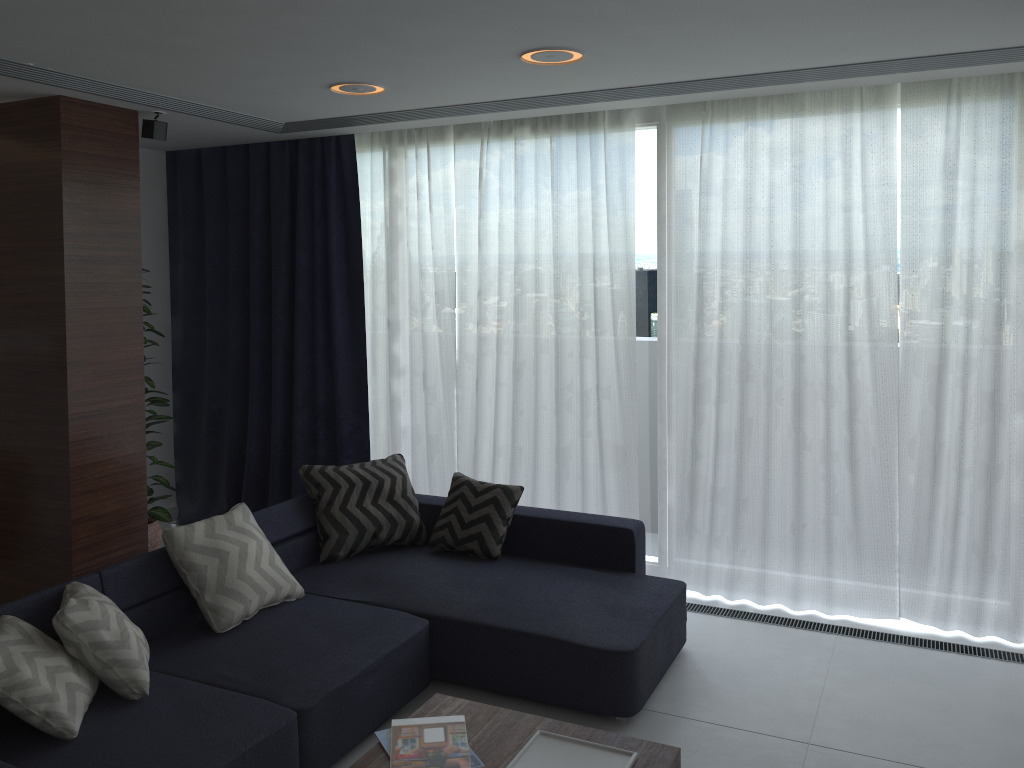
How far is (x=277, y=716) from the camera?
2.9m

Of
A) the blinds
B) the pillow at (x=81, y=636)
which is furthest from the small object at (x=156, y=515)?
the pillow at (x=81, y=636)

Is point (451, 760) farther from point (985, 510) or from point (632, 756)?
point (985, 510)

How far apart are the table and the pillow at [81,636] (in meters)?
0.88

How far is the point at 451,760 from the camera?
2.51m

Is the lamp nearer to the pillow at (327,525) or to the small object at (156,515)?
the pillow at (327,525)

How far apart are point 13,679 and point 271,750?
0.8m

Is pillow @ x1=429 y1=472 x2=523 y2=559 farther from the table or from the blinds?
the table

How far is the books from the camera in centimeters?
251cm

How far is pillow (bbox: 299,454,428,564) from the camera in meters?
4.3
